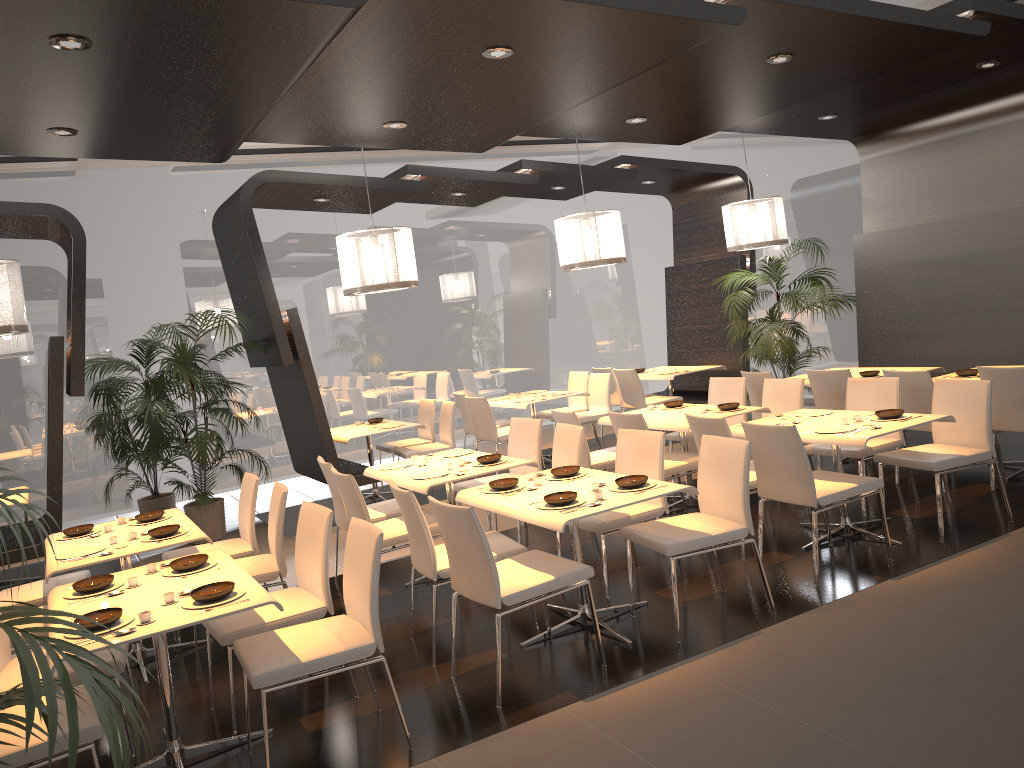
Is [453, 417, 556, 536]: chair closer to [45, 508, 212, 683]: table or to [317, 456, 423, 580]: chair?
[317, 456, 423, 580]: chair

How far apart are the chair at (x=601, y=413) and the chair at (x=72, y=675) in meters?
6.1

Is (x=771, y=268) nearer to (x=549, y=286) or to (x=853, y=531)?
(x=549, y=286)

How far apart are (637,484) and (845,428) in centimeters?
163cm

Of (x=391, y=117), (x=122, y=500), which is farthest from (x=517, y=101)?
(x=122, y=500)

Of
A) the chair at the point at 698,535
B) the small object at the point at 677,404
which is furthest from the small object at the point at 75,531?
the small object at the point at 677,404

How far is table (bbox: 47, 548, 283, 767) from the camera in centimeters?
329cm

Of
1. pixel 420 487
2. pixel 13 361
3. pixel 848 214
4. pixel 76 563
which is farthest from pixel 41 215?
pixel 848 214

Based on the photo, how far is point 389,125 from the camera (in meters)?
5.79

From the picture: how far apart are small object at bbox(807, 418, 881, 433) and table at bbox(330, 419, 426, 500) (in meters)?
4.37
